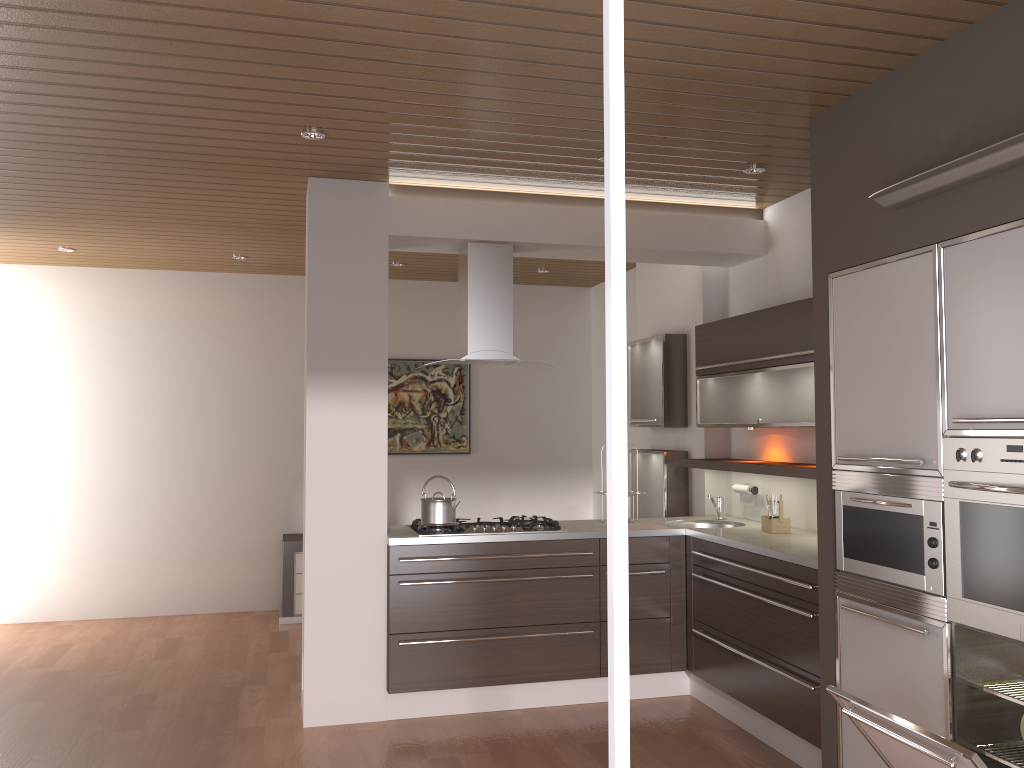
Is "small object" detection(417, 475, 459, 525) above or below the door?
below

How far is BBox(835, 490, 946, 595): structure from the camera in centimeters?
291cm

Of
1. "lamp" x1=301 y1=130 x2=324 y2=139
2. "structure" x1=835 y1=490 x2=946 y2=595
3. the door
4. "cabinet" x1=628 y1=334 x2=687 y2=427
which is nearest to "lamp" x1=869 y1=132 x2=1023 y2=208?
"structure" x1=835 y1=490 x2=946 y2=595

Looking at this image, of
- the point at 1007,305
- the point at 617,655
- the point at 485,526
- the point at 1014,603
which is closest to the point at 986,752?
the point at 1014,603

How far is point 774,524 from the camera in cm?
452

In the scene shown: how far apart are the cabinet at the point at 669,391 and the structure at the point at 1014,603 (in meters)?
2.82

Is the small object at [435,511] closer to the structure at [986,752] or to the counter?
the counter

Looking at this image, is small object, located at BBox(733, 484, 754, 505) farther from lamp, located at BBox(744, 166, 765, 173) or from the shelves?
lamp, located at BBox(744, 166, 765, 173)

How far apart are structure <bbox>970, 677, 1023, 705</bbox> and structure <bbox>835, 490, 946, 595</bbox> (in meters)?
0.30

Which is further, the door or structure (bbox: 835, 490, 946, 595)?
structure (bbox: 835, 490, 946, 595)
